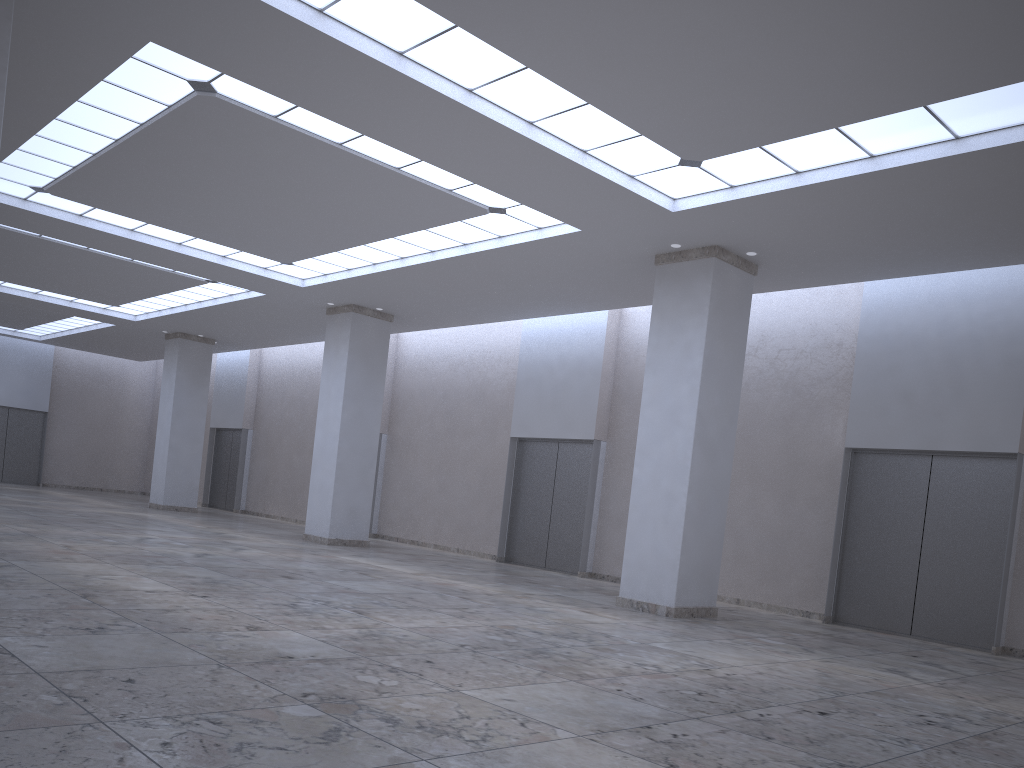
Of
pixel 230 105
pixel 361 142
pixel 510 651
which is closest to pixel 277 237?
pixel 361 142

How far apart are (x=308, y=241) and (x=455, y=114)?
21.4m
